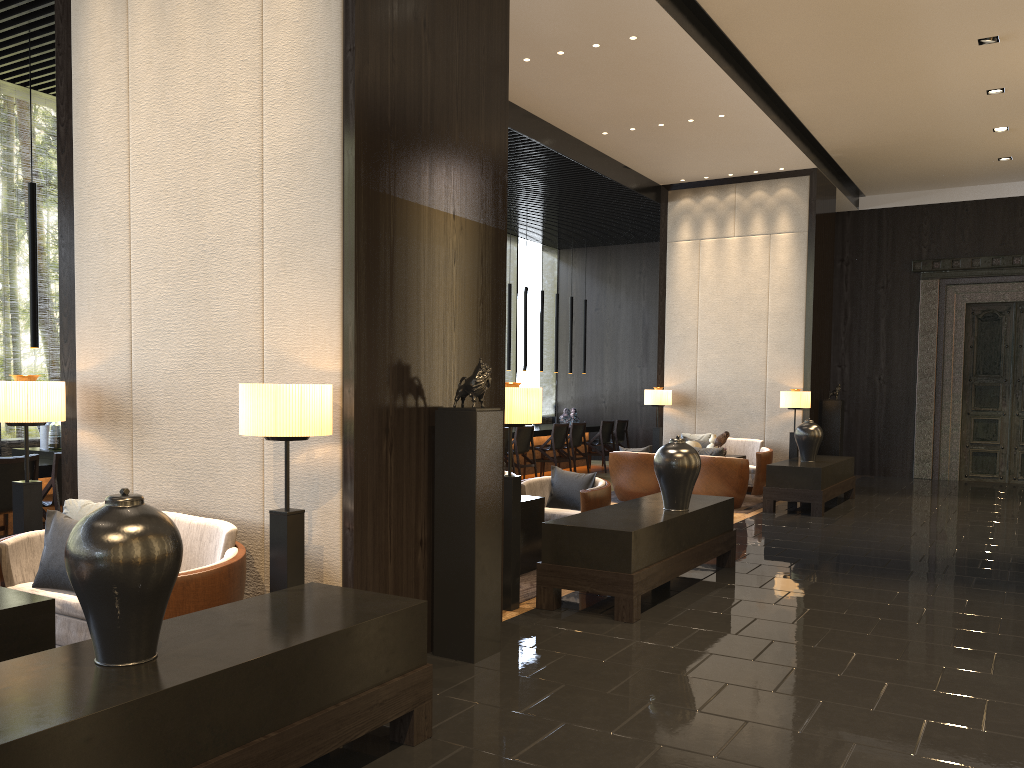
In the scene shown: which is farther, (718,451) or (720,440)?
(720,440)

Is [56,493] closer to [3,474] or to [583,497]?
[3,474]

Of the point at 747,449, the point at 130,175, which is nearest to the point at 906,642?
the point at 130,175

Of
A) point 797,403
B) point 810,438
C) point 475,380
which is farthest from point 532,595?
point 797,403

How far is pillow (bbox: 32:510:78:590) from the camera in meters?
4.0

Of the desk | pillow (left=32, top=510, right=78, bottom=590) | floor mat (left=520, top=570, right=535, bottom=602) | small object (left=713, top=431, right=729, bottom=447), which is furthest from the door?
pillow (left=32, top=510, right=78, bottom=590)

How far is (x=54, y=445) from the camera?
7.2 meters

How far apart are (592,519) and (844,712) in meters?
2.0 m

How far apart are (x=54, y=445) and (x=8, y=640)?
4.6m

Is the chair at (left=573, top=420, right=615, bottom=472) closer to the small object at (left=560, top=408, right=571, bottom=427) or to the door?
the small object at (left=560, top=408, right=571, bottom=427)
